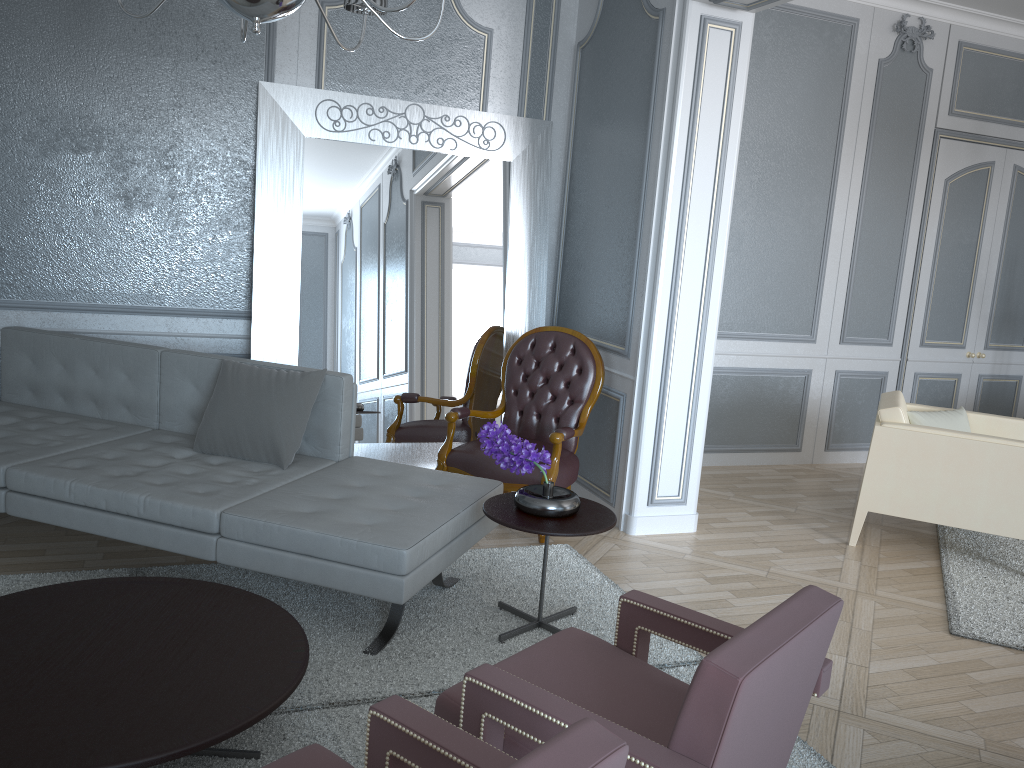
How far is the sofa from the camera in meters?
2.5

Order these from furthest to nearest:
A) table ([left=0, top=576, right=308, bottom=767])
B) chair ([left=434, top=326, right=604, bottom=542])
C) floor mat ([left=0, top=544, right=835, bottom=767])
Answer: chair ([left=434, top=326, right=604, bottom=542])
floor mat ([left=0, top=544, right=835, bottom=767])
table ([left=0, top=576, right=308, bottom=767])

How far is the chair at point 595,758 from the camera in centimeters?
105cm

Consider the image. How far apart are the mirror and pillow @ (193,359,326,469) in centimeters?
68cm

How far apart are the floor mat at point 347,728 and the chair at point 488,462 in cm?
Answer: 26

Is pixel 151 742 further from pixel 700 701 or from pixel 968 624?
pixel 968 624

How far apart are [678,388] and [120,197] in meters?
2.5 m

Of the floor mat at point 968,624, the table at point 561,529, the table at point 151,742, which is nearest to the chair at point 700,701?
the table at point 151,742

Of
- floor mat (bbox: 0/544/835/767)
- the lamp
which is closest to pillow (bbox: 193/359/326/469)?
floor mat (bbox: 0/544/835/767)

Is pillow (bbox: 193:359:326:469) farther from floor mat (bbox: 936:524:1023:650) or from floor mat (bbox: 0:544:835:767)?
floor mat (bbox: 936:524:1023:650)
